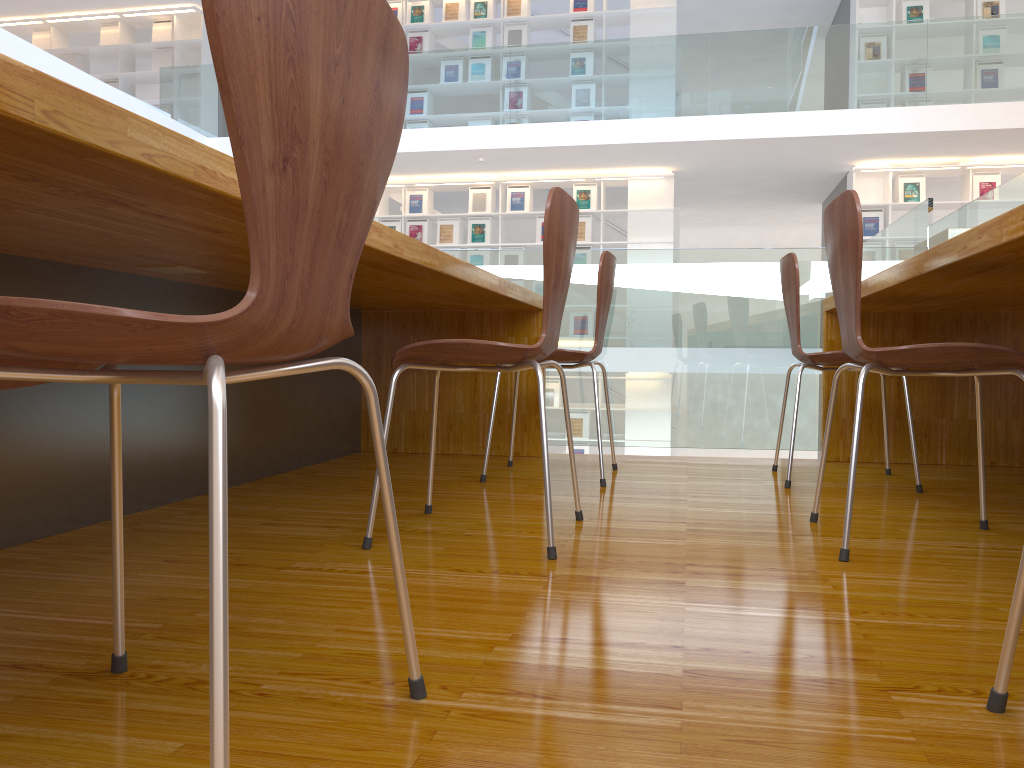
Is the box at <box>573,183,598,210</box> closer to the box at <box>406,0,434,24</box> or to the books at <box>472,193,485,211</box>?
the books at <box>472,193,485,211</box>

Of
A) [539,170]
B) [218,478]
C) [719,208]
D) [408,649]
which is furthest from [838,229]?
[719,208]

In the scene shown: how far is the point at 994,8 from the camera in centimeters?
852cm

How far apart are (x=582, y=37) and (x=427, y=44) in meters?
1.7 m

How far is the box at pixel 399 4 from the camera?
9.7m

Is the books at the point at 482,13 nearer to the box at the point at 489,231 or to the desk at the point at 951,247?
the box at the point at 489,231

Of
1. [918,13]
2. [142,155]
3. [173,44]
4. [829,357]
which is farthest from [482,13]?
[142,155]

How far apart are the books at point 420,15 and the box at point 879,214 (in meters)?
5.09

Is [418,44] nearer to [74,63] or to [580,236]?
[580,236]

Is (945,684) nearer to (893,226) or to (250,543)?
(250,543)
